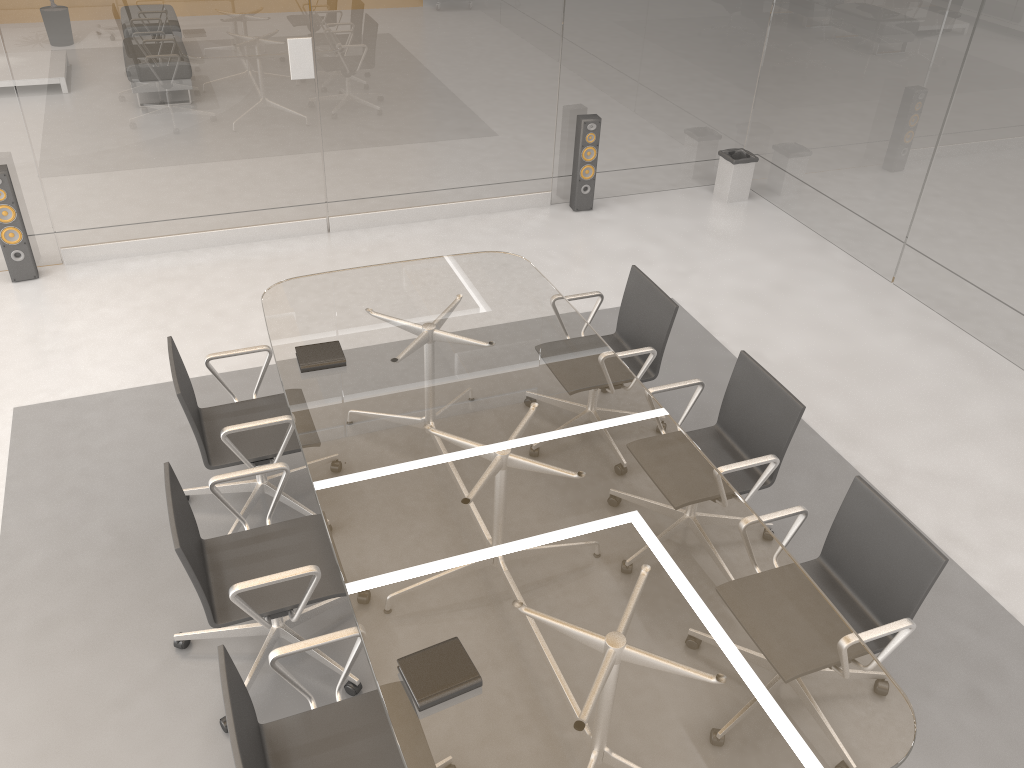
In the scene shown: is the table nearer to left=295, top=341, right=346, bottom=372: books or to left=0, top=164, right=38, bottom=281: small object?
left=295, top=341, right=346, bottom=372: books

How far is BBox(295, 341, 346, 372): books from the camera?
3.5m

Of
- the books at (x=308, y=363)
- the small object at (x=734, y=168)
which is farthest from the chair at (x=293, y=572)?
the small object at (x=734, y=168)

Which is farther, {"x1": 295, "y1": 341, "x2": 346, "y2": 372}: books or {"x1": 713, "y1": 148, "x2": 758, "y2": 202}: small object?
{"x1": 713, "y1": 148, "x2": 758, "y2": 202}: small object

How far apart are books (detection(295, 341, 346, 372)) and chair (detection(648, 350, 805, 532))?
1.3m

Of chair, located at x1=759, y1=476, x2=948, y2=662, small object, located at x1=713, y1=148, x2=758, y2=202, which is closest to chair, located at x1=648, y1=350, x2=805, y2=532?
chair, located at x1=759, y1=476, x2=948, y2=662

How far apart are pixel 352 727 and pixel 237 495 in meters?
1.7 m

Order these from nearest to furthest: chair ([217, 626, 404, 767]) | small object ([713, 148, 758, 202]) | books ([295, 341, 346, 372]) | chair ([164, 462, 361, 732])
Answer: chair ([217, 626, 404, 767]) → chair ([164, 462, 361, 732]) → books ([295, 341, 346, 372]) → small object ([713, 148, 758, 202])

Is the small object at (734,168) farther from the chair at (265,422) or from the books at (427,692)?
the books at (427,692)

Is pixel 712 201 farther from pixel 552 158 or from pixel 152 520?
pixel 152 520
